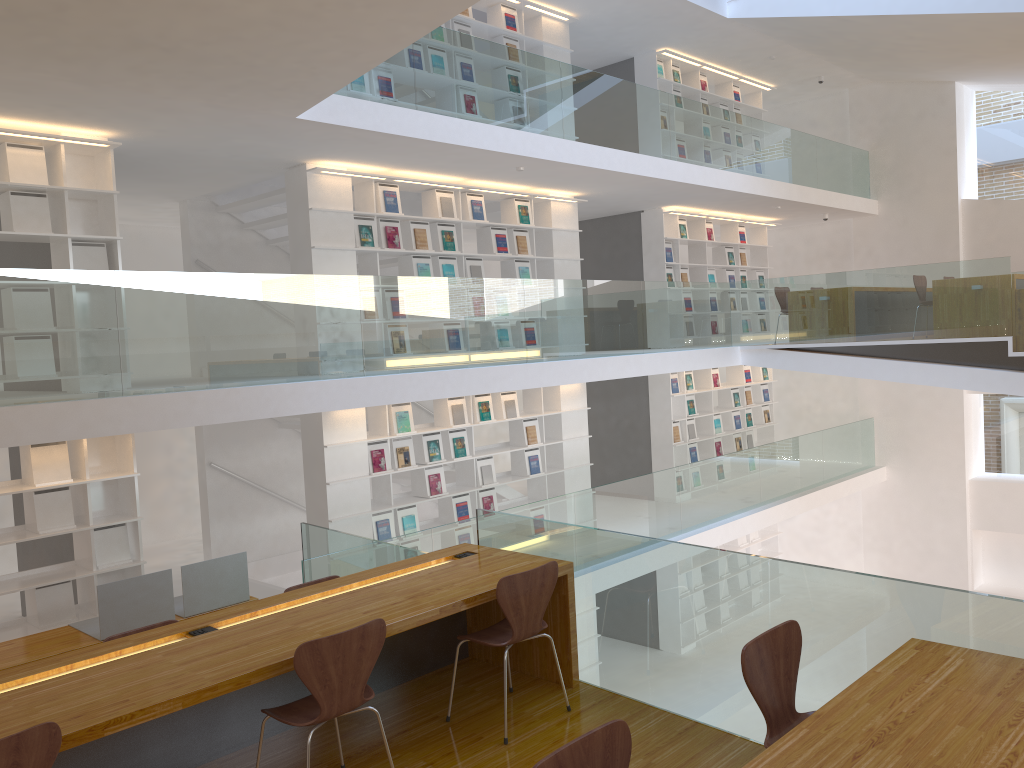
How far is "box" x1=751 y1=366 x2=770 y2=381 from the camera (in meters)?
13.56

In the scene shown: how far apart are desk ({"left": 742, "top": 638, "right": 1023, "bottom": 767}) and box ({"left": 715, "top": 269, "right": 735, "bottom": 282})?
10.31m

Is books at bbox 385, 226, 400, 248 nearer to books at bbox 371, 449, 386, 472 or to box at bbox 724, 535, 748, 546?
books at bbox 371, 449, 386, 472

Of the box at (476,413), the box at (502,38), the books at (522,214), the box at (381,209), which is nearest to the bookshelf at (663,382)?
the books at (522,214)

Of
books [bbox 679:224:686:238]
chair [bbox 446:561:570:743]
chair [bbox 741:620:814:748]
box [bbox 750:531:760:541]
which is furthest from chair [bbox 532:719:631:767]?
box [bbox 750:531:760:541]

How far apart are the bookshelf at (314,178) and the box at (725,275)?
3.48m

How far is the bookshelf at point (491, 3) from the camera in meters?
9.4

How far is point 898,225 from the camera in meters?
13.4

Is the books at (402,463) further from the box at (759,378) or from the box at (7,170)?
the box at (759,378)

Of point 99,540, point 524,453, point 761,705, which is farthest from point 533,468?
point 761,705
